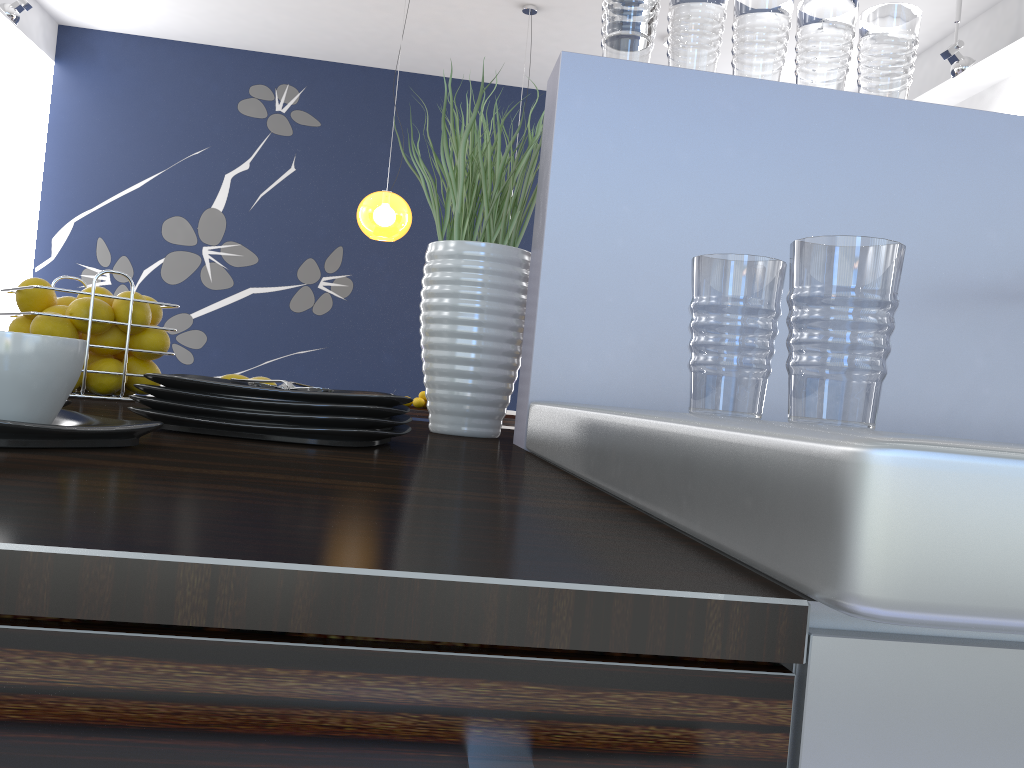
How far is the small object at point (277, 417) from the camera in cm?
71

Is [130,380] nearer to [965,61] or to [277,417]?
[277,417]

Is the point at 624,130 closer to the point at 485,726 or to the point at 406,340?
the point at 485,726

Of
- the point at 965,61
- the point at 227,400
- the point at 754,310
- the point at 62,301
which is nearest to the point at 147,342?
the point at 62,301

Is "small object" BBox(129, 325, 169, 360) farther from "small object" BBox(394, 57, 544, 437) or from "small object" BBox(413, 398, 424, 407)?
"small object" BBox(413, 398, 424, 407)

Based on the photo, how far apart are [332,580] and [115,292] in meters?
7.5 m

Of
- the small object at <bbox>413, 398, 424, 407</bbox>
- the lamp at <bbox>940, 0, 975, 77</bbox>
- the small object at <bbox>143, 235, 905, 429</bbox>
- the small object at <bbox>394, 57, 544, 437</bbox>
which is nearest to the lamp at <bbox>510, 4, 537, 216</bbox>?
the lamp at <bbox>940, 0, 975, 77</bbox>

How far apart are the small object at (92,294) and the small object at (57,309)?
0.1 meters

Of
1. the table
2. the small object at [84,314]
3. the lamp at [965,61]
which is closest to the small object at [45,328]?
the small object at [84,314]

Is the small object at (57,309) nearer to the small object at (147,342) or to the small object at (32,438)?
the small object at (147,342)
